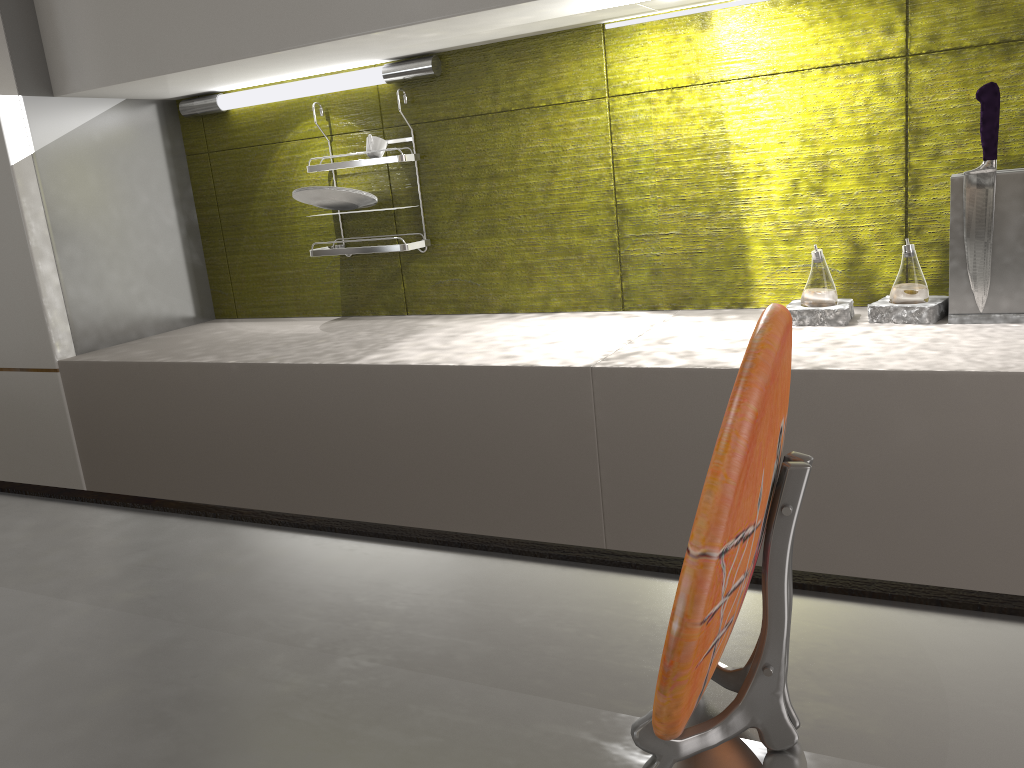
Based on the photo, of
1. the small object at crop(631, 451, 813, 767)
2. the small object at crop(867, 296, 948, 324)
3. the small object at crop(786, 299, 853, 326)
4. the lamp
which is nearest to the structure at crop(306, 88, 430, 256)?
the lamp

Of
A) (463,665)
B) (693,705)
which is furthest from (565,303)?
(693,705)

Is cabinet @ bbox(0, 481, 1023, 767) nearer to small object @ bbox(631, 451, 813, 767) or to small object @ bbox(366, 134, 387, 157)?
small object @ bbox(631, 451, 813, 767)

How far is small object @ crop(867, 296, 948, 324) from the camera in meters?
1.4

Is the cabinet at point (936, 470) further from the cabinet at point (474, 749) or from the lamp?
the cabinet at point (474, 749)

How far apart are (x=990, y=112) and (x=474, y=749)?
1.26m

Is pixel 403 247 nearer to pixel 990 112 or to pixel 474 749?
pixel 990 112

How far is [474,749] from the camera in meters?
0.4

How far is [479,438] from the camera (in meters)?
1.46

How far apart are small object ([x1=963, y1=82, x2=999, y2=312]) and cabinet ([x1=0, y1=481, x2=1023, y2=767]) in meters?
1.0 m
